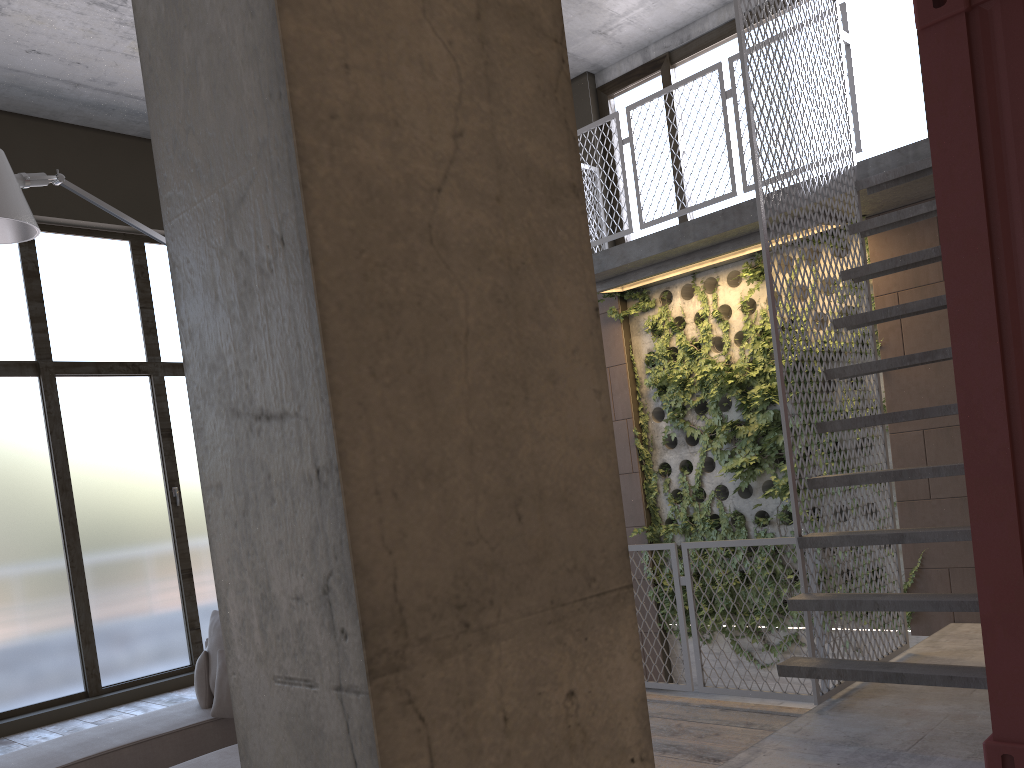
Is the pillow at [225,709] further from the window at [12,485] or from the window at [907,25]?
the window at [907,25]

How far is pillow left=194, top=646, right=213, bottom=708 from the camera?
4.84m

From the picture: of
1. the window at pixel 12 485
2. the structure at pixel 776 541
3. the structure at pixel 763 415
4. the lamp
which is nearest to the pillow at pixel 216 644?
the lamp

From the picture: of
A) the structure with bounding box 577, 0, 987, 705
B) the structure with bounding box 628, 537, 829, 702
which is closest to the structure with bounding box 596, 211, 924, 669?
the structure with bounding box 577, 0, 987, 705

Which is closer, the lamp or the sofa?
the sofa

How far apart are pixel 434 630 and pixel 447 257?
0.48m

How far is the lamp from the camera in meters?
4.3 m

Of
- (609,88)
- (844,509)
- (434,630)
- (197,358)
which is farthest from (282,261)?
(609,88)

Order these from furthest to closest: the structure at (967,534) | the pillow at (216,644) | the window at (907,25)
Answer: the window at (907,25)
the pillow at (216,644)
the structure at (967,534)

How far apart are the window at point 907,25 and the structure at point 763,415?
0.54m
